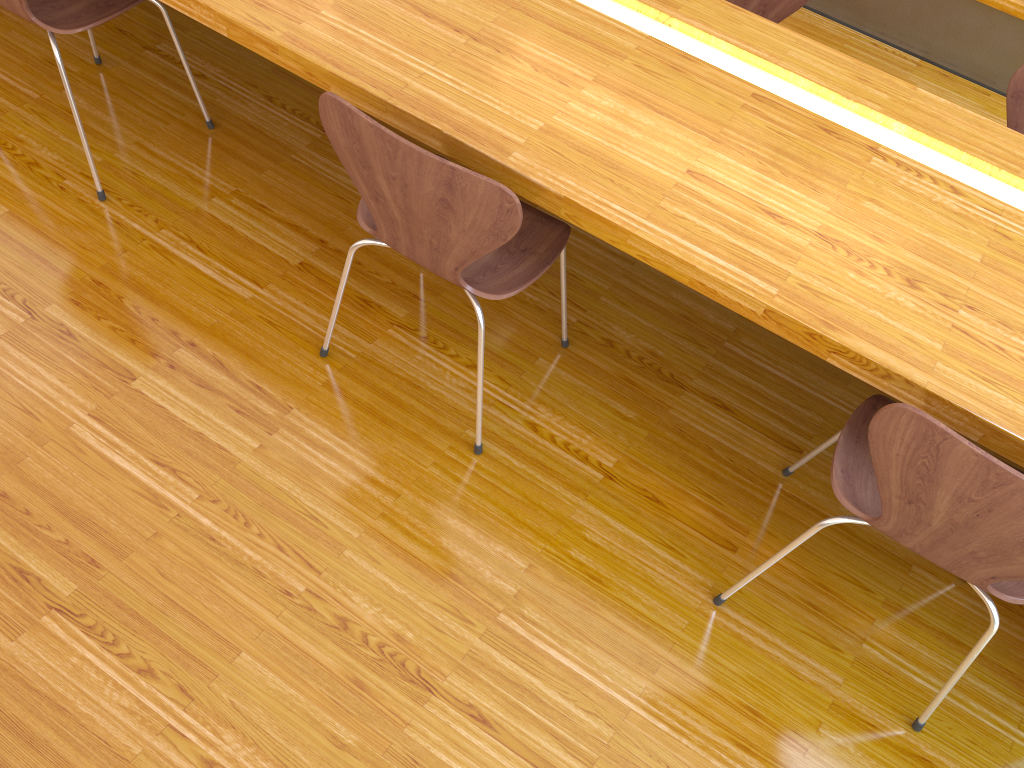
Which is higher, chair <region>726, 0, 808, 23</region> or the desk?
the desk

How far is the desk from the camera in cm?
137

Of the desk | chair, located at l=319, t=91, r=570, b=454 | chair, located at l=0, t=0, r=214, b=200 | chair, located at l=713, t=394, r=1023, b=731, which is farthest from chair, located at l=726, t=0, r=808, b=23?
chair, located at l=0, t=0, r=214, b=200

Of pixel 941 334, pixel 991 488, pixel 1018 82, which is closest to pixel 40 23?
pixel 941 334

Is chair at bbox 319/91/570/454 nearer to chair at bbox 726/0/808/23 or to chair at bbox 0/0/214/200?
chair at bbox 0/0/214/200

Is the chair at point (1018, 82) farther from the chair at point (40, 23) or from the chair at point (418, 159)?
the chair at point (40, 23)

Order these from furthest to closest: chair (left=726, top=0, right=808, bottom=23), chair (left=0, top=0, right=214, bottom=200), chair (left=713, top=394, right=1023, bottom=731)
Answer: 1. chair (left=726, top=0, right=808, bottom=23)
2. chair (left=0, top=0, right=214, bottom=200)
3. chair (left=713, top=394, right=1023, bottom=731)

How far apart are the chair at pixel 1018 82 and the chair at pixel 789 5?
0.61m

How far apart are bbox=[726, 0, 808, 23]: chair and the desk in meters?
0.9

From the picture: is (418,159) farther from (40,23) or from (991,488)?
(40,23)
